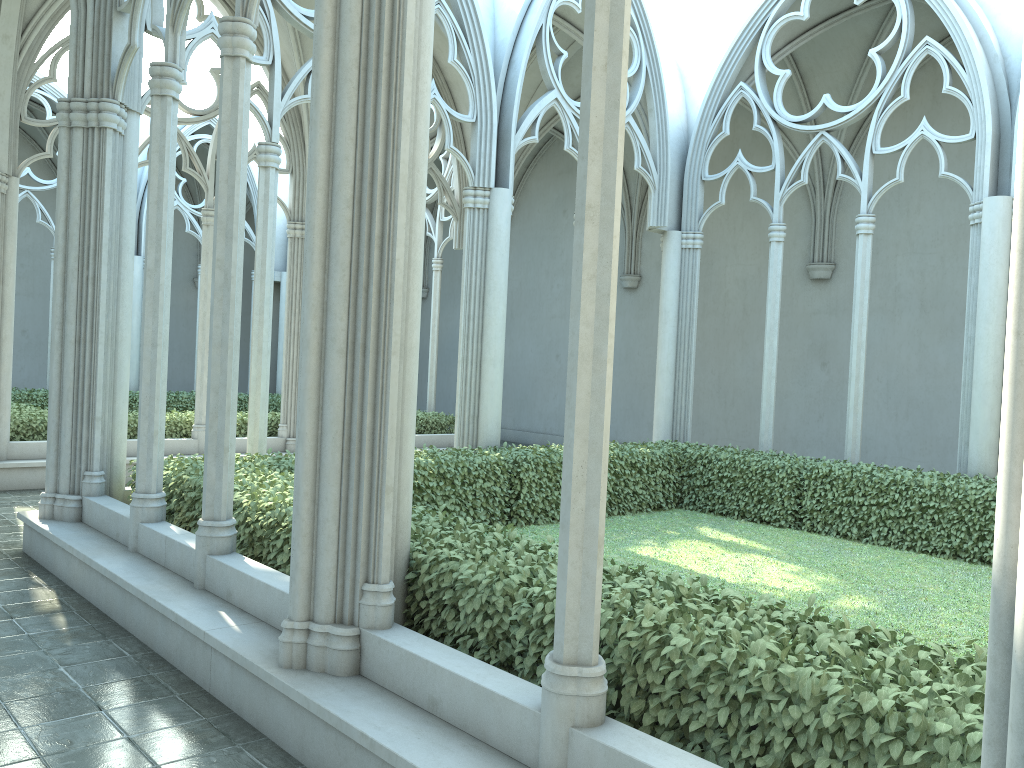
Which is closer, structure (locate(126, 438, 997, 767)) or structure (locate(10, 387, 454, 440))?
structure (locate(126, 438, 997, 767))

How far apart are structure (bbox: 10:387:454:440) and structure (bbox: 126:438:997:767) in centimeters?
534cm

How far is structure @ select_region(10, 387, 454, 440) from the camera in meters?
12.3 m

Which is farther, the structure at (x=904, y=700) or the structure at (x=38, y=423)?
the structure at (x=38, y=423)

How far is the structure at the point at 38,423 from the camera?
12.3m

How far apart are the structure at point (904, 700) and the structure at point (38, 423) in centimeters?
534cm

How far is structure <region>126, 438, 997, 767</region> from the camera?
2.92m
